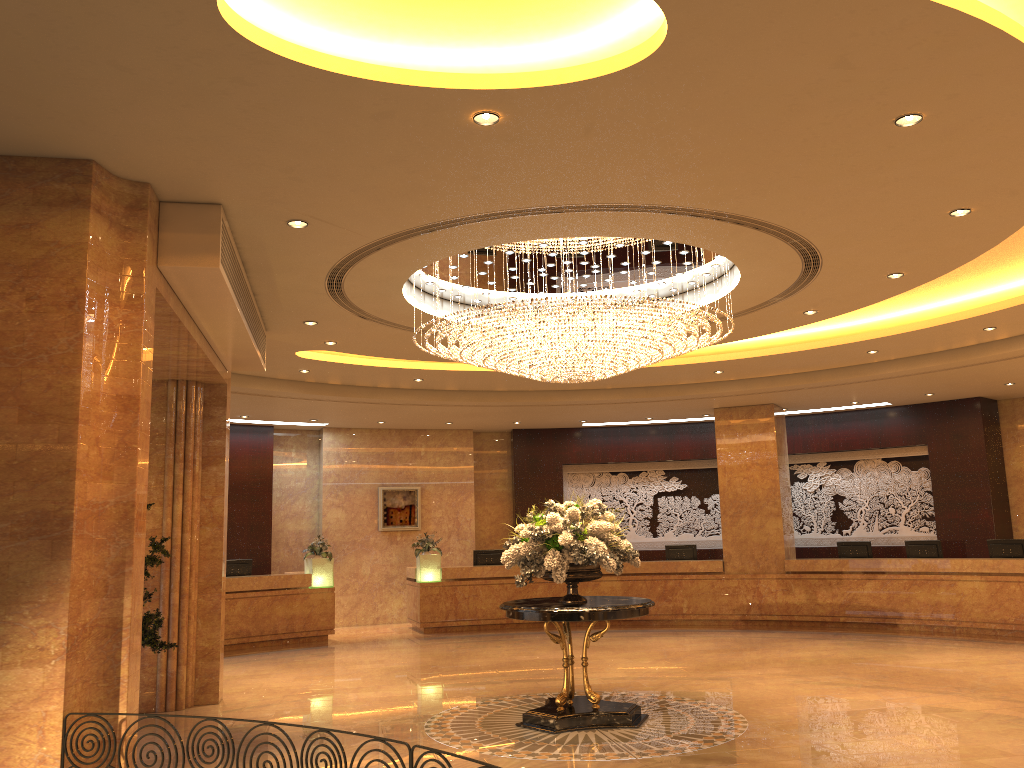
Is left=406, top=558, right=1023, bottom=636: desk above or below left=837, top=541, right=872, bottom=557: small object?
below

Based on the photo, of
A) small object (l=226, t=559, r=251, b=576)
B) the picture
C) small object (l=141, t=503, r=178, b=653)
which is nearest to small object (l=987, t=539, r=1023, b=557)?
the picture

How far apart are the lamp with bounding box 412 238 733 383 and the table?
2.2 meters

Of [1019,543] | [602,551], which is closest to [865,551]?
[1019,543]

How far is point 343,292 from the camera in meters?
8.9 m

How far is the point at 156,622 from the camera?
8.4 meters

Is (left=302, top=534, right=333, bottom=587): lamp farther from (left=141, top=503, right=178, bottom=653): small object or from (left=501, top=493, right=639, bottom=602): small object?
(left=501, top=493, right=639, bottom=602): small object

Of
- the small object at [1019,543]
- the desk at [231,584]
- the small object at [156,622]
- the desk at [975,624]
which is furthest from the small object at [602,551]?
the small object at [1019,543]

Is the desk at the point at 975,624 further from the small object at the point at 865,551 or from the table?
the table

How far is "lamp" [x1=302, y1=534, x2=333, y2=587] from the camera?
15.4m
